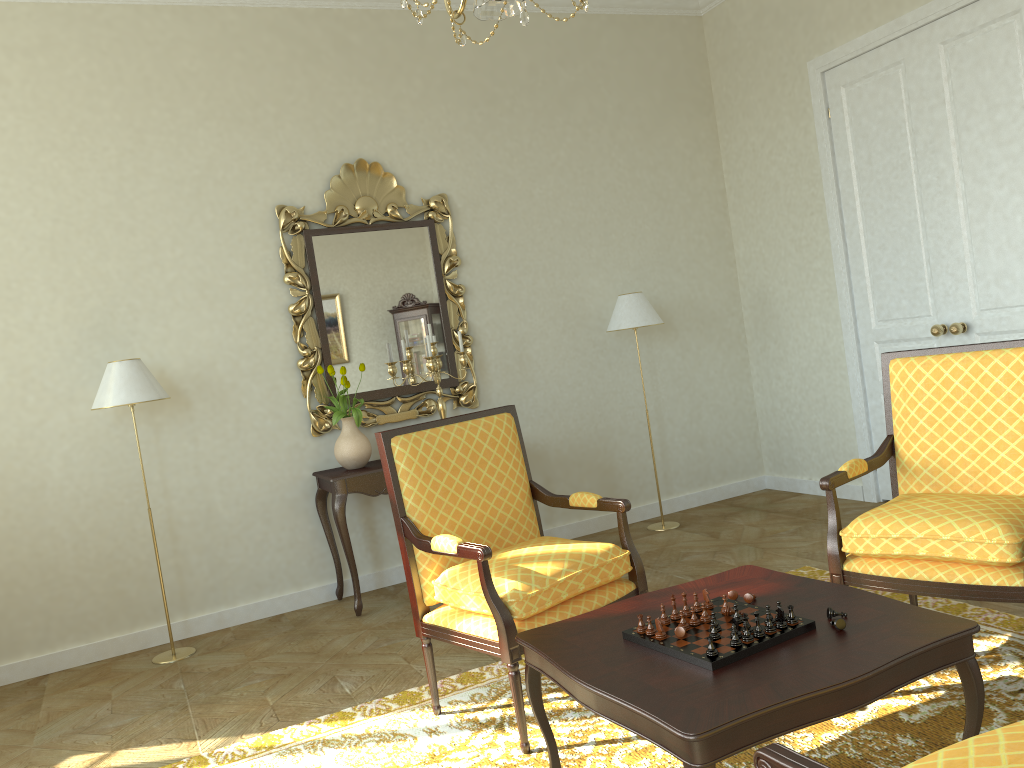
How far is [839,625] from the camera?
2.3 meters

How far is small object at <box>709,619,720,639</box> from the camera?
2.3m

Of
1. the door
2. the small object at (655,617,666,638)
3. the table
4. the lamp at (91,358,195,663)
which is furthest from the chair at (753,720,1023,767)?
the lamp at (91,358,195,663)

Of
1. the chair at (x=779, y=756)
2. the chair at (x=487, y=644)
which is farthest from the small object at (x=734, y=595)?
the chair at (x=779, y=756)

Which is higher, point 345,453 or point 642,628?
point 345,453

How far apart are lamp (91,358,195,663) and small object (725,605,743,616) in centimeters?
317cm

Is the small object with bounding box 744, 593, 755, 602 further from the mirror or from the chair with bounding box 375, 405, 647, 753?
the mirror

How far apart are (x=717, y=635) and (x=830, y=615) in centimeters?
32cm

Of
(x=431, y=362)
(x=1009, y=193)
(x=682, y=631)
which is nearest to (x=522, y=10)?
(x=682, y=631)

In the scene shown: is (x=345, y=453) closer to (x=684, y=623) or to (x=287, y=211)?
(x=287, y=211)
